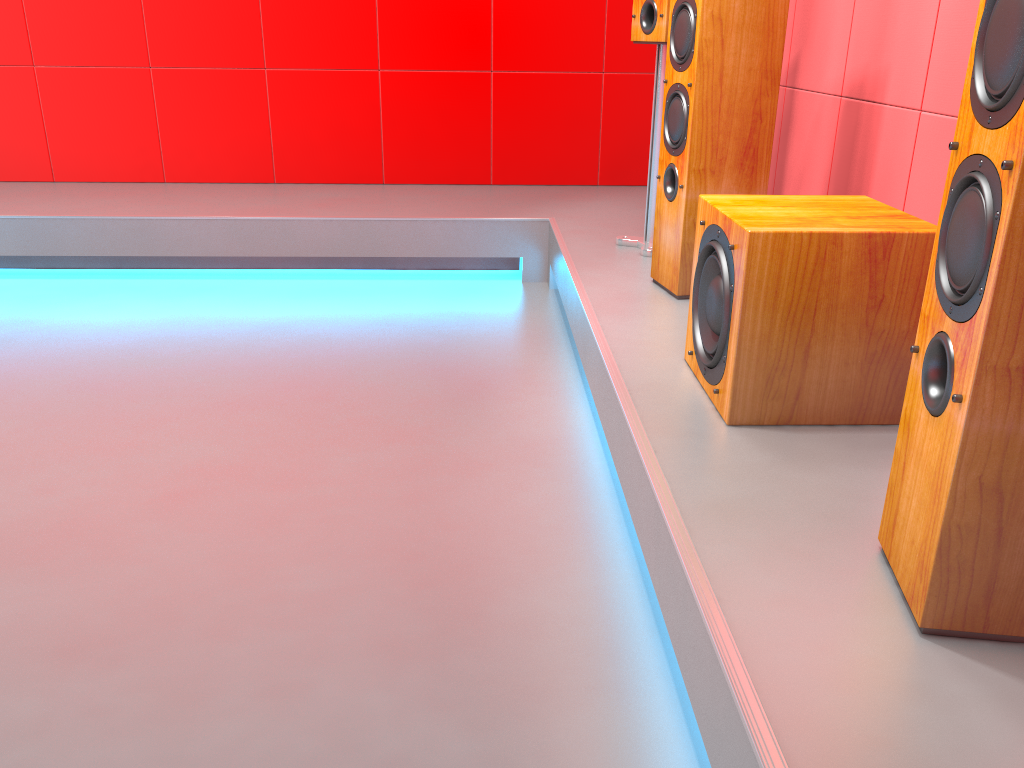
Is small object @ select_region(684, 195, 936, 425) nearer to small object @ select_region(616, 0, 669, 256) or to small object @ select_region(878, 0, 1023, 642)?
small object @ select_region(878, 0, 1023, 642)

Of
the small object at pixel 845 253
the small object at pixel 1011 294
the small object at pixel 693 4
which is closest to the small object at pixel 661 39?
the small object at pixel 693 4

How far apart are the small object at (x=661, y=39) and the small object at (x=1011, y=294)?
1.7m

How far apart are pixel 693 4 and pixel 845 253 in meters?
1.0

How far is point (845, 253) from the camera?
1.5 meters

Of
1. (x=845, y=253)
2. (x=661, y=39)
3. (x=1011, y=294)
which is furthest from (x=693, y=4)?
(x=1011, y=294)

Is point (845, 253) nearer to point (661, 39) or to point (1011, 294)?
point (1011, 294)

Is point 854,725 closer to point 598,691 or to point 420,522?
point 598,691

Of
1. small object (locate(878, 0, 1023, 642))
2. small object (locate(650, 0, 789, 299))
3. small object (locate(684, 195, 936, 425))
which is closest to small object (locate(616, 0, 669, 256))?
small object (locate(650, 0, 789, 299))

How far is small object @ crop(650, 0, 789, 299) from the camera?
2.2m
